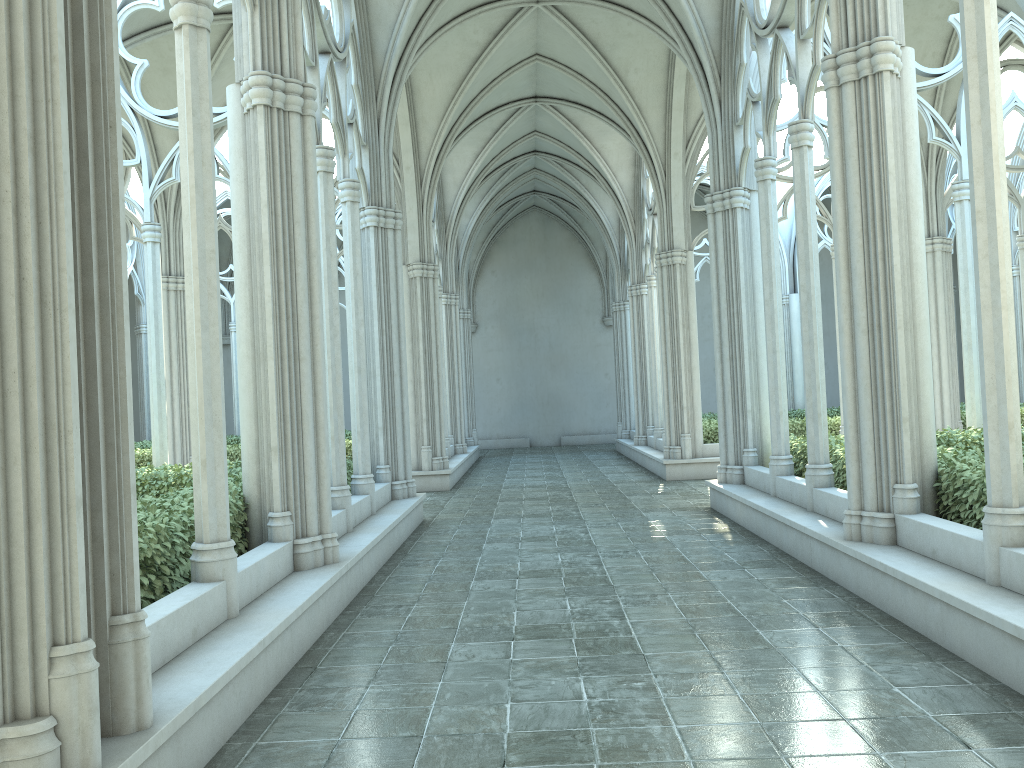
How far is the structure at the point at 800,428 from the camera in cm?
1625

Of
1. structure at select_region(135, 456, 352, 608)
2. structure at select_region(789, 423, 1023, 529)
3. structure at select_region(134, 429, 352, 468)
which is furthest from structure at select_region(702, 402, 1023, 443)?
structure at select_region(135, 456, 352, 608)

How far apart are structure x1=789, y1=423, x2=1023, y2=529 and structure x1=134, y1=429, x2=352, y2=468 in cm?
866

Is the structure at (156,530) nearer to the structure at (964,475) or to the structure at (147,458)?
the structure at (964,475)

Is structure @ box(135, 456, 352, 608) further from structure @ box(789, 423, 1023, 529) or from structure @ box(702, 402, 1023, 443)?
structure @ box(702, 402, 1023, 443)

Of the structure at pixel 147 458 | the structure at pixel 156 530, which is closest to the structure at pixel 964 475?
the structure at pixel 156 530

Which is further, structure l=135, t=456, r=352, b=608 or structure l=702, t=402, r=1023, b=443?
structure l=702, t=402, r=1023, b=443

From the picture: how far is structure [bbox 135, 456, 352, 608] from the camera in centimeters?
520cm

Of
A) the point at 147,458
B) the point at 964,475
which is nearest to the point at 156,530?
the point at 964,475

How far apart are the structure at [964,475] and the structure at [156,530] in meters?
5.1 m
